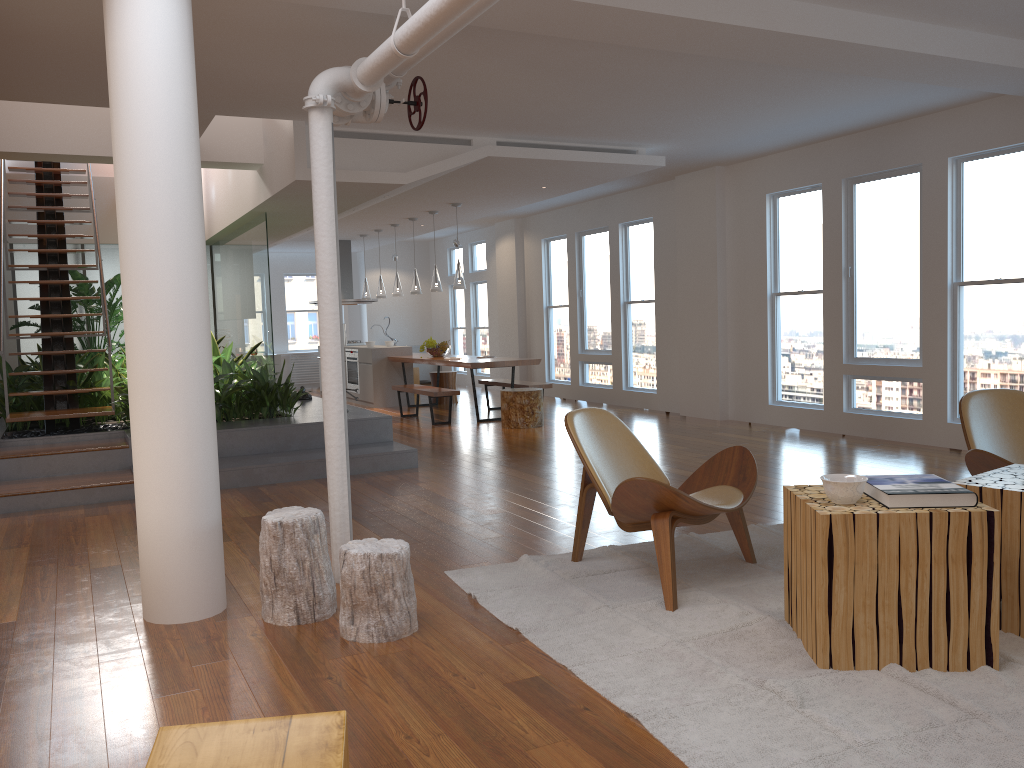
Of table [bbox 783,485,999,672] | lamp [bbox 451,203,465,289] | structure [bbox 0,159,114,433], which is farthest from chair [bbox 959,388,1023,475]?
lamp [bbox 451,203,465,289]

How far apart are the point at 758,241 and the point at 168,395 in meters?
6.9 m

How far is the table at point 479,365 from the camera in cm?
977

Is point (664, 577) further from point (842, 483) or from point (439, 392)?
point (439, 392)

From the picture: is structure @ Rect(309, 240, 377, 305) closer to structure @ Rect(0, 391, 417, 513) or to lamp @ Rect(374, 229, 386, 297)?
lamp @ Rect(374, 229, 386, 297)

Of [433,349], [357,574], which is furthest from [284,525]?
[433,349]

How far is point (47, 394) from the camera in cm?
748

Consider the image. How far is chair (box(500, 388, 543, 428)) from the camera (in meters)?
9.42

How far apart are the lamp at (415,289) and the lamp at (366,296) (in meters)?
2.14

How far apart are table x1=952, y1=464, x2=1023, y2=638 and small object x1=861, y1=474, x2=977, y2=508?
0.2m
